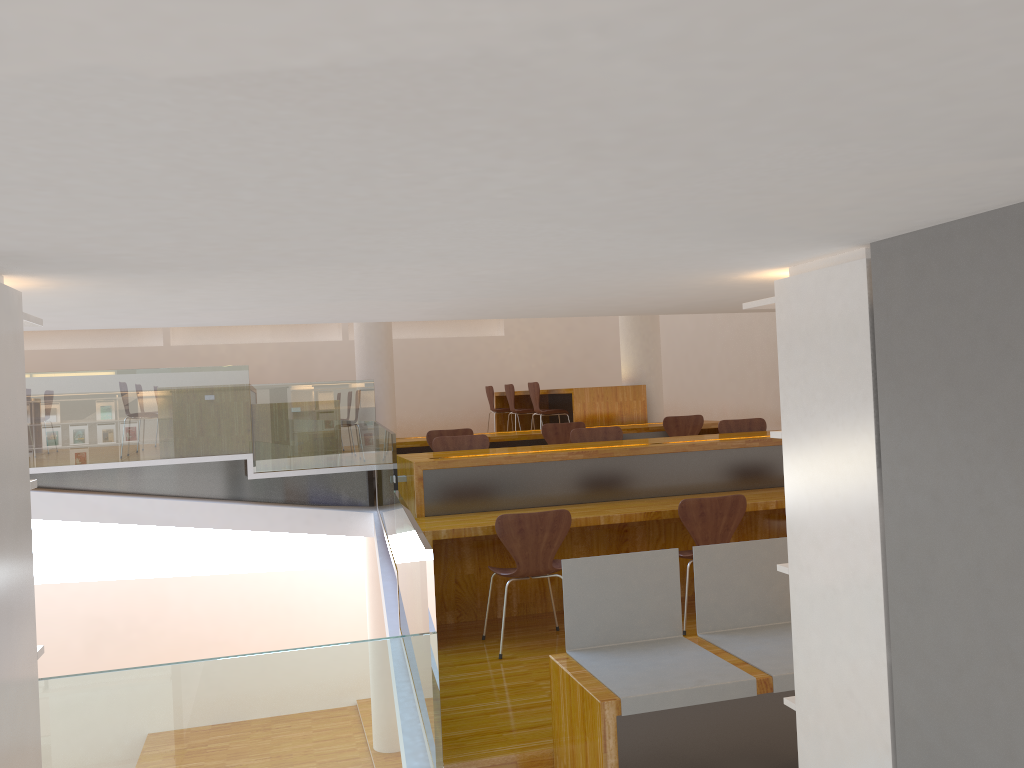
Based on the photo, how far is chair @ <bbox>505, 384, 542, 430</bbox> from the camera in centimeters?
998cm

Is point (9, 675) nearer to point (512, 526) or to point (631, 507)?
point (512, 526)

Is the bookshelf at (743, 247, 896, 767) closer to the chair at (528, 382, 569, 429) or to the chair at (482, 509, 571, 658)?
the chair at (482, 509, 571, 658)

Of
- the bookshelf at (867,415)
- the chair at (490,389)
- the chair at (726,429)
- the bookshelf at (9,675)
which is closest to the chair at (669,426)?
the chair at (726,429)

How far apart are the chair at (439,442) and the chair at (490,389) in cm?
506

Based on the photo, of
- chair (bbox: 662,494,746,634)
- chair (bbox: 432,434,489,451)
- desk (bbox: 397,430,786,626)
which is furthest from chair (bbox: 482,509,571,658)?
chair (bbox: 432,434,489,451)

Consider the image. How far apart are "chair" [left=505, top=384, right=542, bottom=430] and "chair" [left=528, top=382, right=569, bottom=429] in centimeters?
83cm

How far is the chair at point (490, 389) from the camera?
11.1 meters

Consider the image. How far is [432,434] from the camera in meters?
7.1 m

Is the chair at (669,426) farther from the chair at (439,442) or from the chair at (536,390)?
the chair at (439,442)
